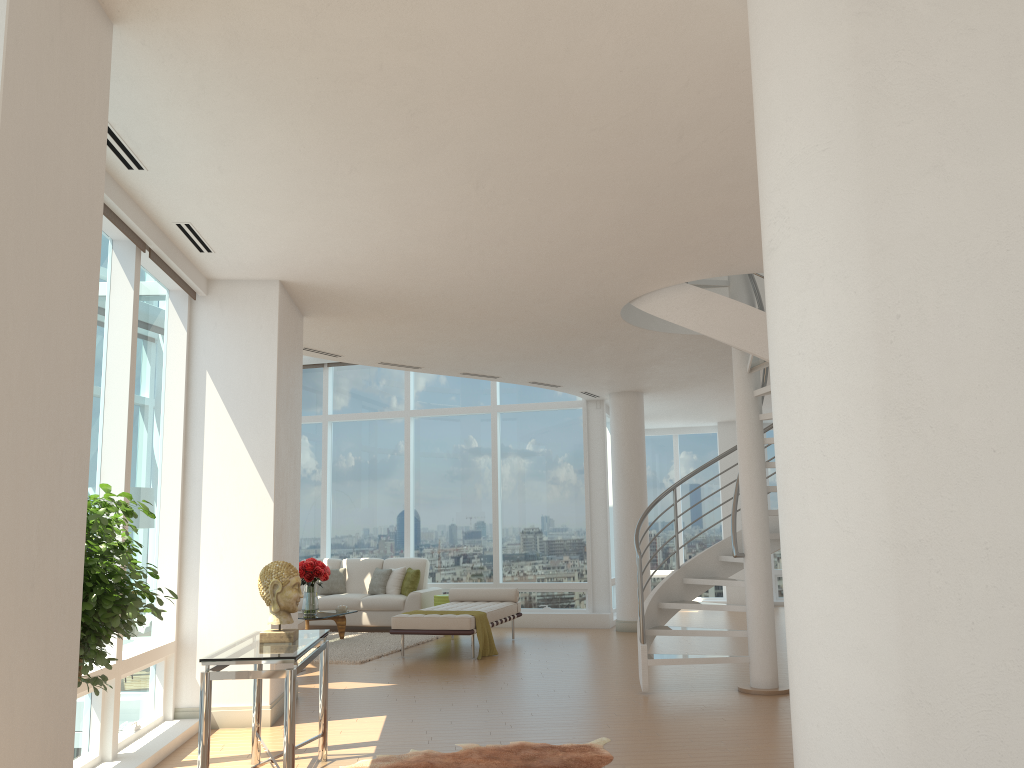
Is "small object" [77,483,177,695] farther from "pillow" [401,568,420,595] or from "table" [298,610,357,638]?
"pillow" [401,568,420,595]

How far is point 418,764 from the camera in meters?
5.3

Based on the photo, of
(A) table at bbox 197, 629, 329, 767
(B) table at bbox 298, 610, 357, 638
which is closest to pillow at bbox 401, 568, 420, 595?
(B) table at bbox 298, 610, 357, 638

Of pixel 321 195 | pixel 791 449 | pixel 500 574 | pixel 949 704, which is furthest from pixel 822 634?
pixel 500 574

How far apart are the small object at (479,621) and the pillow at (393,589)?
3.11m

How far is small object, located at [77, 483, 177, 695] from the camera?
3.48m

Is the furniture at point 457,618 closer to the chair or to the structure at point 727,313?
the chair

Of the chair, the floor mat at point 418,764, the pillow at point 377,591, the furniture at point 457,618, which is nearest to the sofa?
the pillow at point 377,591

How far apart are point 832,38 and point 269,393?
5.2m

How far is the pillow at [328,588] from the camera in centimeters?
1332cm
